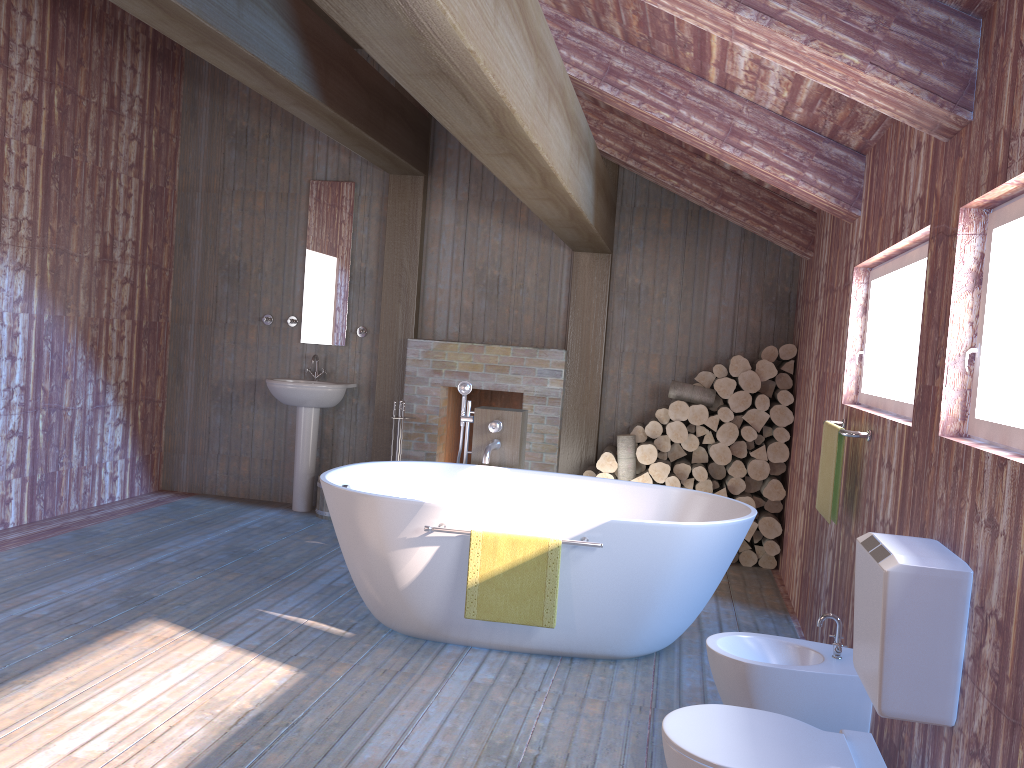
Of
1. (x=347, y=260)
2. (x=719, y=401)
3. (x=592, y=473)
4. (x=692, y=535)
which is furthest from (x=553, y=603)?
(x=347, y=260)

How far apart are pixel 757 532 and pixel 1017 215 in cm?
393

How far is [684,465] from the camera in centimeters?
569cm

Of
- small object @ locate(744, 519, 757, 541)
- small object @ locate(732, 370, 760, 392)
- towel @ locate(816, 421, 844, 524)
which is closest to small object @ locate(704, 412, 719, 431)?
small object @ locate(732, 370, 760, 392)

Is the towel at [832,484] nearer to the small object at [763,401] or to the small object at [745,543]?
the small object at [763,401]

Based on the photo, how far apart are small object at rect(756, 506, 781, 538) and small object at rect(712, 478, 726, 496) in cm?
Answer: 28

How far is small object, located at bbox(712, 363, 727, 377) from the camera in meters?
5.7

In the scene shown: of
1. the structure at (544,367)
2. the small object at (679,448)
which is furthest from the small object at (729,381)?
the structure at (544,367)

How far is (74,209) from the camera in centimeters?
568cm

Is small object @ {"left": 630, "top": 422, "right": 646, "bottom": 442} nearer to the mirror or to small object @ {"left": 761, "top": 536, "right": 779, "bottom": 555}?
small object @ {"left": 761, "top": 536, "right": 779, "bottom": 555}
